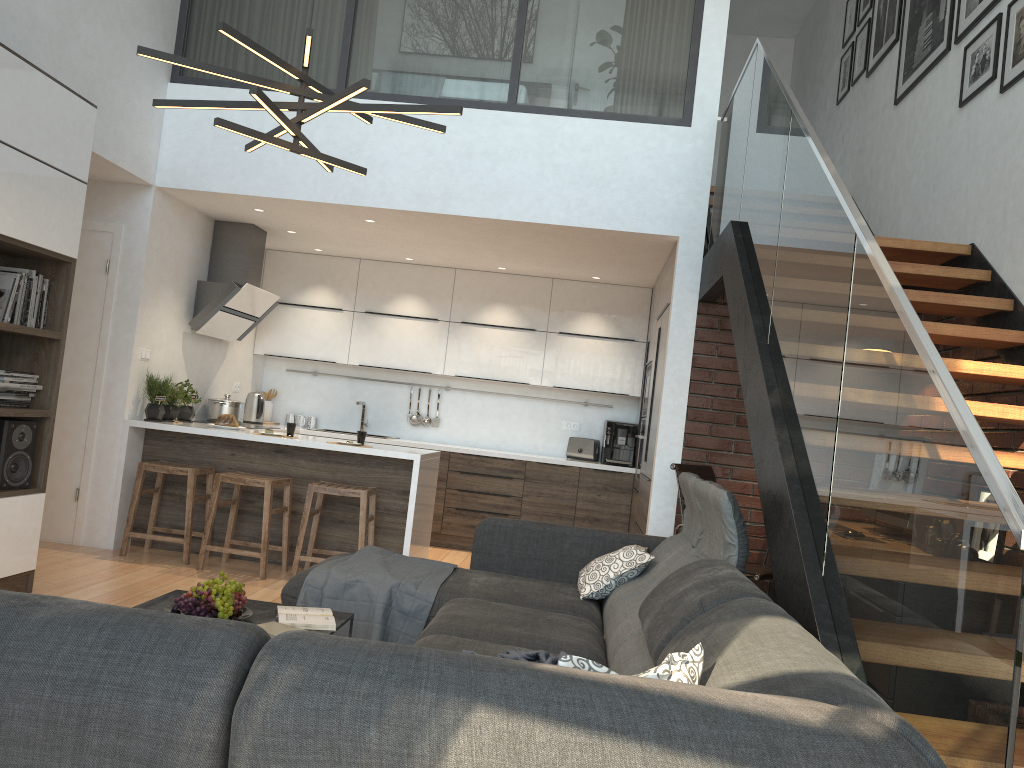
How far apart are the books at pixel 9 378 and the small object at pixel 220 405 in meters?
2.4 m

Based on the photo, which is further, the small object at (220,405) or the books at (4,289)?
the small object at (220,405)

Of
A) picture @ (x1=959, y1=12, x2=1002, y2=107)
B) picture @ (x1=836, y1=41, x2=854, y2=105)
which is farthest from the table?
picture @ (x1=836, y1=41, x2=854, y2=105)

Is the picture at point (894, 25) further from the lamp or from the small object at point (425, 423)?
the small object at point (425, 423)

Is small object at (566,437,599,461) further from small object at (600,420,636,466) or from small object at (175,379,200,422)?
small object at (175,379,200,422)

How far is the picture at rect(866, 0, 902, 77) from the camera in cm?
607

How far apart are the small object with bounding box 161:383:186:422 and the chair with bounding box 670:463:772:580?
3.4 meters

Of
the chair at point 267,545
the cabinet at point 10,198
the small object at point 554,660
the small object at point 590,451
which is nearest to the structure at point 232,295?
the chair at point 267,545

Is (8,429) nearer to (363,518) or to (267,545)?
(267,545)

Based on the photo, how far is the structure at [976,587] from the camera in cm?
147
